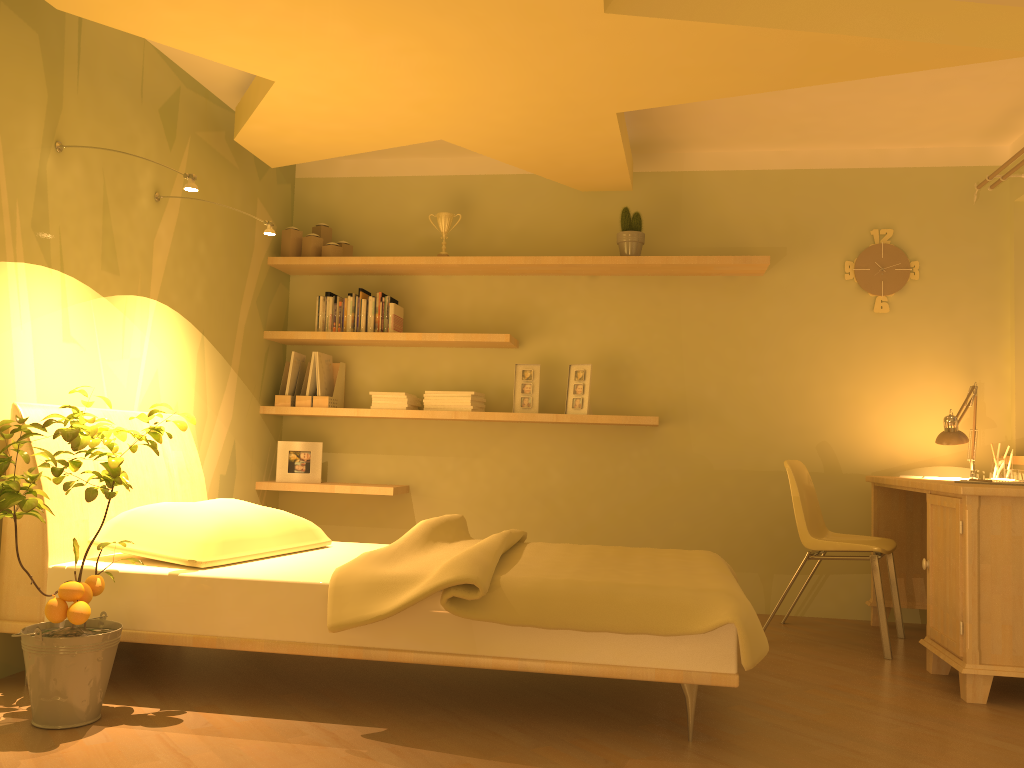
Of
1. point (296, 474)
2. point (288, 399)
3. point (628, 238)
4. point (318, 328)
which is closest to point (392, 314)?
point (318, 328)

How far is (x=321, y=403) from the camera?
4.7m

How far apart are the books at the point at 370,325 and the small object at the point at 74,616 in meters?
1.9

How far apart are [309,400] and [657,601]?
2.7 meters

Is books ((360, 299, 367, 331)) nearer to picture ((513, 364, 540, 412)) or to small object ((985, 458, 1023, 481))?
picture ((513, 364, 540, 412))

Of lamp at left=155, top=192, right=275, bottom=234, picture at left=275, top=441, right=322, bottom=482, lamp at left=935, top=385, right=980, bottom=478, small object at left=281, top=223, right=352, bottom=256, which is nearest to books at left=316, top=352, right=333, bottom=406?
picture at left=275, top=441, right=322, bottom=482

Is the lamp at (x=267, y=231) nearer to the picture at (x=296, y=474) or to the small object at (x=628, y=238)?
the picture at (x=296, y=474)

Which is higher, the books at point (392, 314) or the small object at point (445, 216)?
the small object at point (445, 216)

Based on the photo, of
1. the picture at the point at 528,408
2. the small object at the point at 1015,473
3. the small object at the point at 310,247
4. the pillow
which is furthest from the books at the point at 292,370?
the small object at the point at 1015,473

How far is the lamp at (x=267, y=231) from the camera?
3.6 meters
